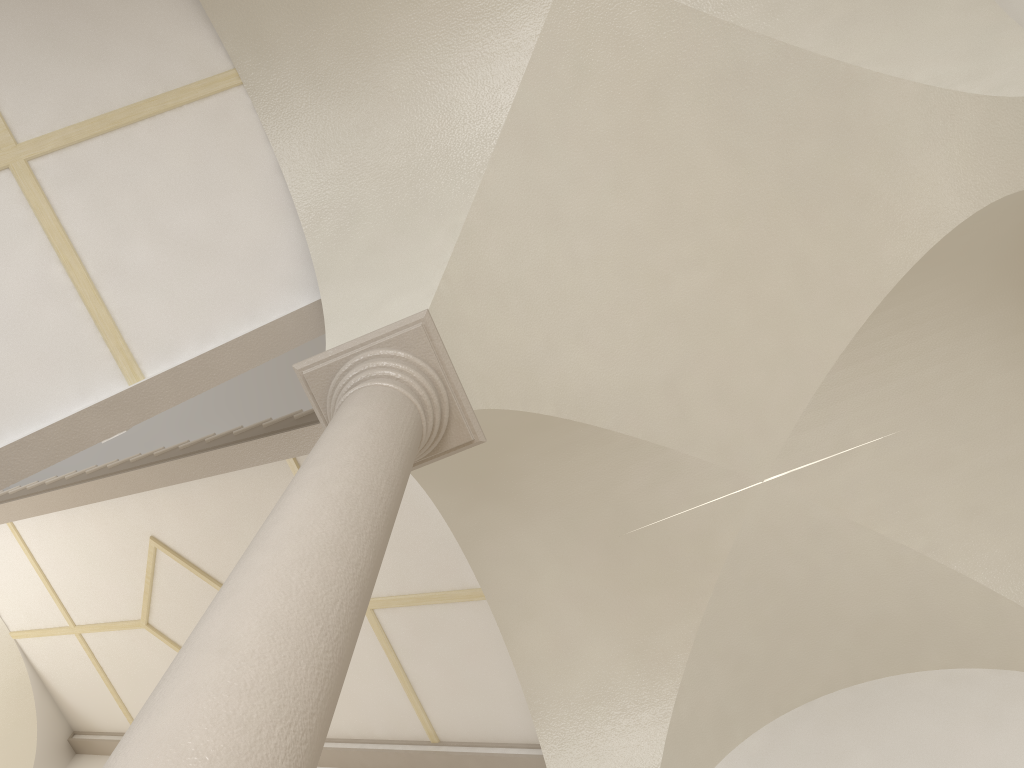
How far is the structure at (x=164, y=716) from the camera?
1.6 meters

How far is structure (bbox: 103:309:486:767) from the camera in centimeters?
163cm

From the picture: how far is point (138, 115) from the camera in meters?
4.8
